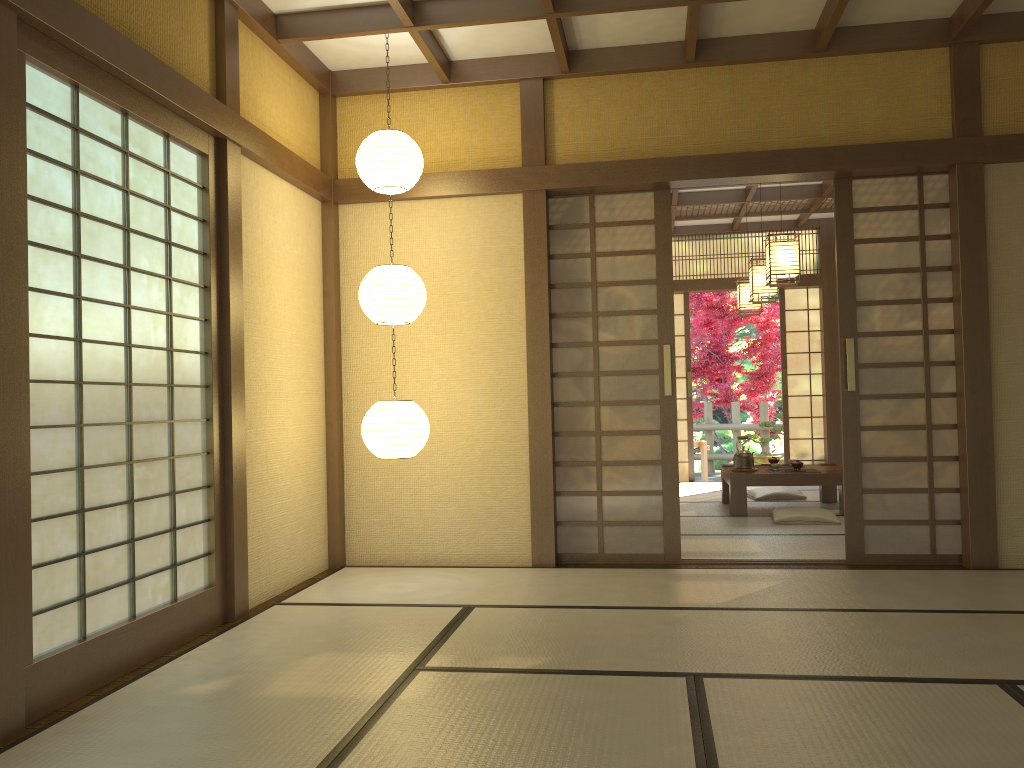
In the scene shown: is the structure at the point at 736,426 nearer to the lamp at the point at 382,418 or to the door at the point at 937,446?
the door at the point at 937,446

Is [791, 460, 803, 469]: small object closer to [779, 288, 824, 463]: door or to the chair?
[779, 288, 824, 463]: door

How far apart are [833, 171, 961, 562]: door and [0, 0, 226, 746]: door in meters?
3.4

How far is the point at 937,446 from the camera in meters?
5.0 m

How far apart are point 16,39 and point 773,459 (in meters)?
6.66

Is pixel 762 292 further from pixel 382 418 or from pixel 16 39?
pixel 16 39

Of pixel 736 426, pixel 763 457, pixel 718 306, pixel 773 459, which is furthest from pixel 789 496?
pixel 718 306

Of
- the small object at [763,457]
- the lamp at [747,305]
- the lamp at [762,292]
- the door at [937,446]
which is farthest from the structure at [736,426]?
the door at [937,446]

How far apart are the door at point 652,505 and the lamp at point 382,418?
1.01m

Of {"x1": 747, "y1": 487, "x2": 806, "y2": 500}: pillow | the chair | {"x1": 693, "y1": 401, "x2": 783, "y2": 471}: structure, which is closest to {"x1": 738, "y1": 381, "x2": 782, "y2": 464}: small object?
{"x1": 693, "y1": 401, "x2": 783, "y2": 471}: structure
